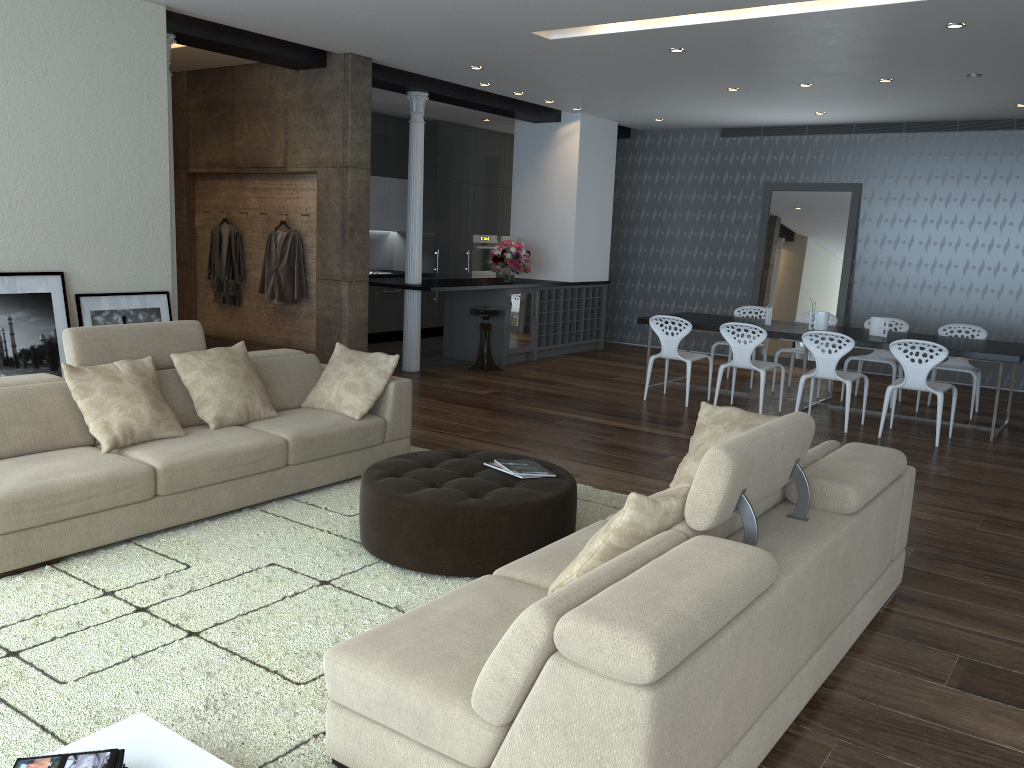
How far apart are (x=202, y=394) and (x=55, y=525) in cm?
121

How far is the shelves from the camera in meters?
10.9

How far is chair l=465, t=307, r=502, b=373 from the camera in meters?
9.6 m

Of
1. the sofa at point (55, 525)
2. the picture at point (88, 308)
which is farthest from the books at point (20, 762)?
the picture at point (88, 308)

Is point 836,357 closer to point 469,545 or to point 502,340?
point 502,340

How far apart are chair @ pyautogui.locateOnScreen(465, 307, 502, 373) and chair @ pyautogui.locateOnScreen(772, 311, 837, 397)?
3.1m

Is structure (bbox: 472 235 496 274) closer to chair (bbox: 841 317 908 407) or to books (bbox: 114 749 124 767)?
chair (bbox: 841 317 908 407)

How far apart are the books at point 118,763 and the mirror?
10.2m

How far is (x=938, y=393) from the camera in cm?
697

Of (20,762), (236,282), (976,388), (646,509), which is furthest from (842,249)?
(20,762)
